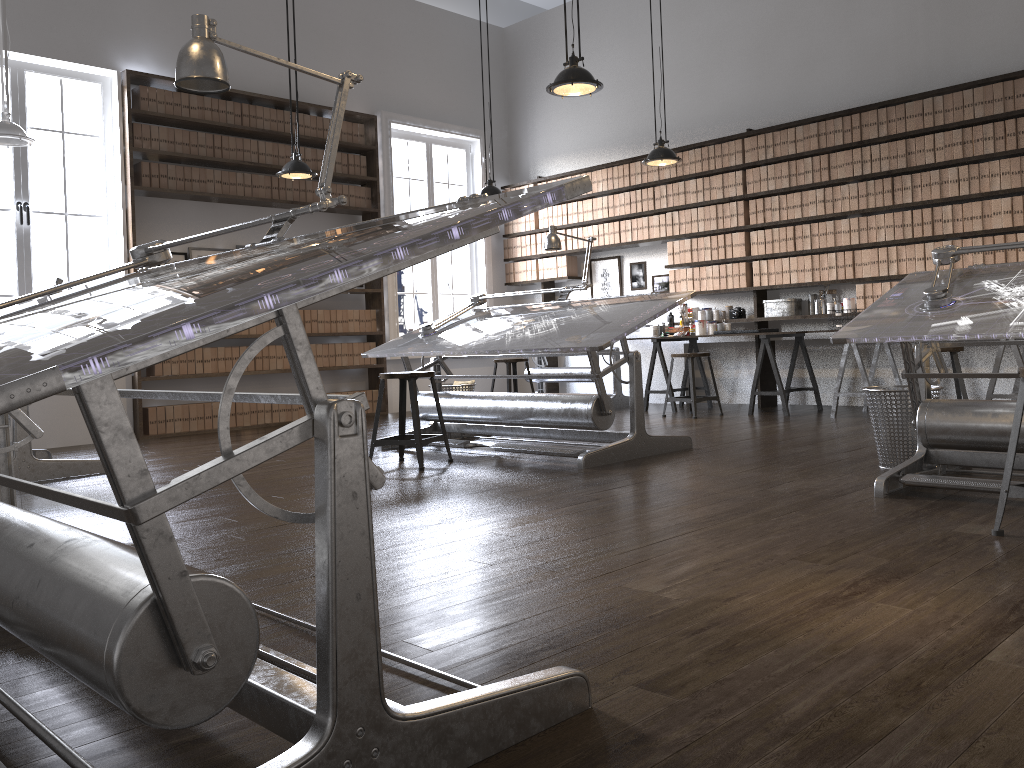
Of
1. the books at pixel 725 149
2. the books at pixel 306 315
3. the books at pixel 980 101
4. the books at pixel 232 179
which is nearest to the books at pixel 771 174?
the books at pixel 725 149

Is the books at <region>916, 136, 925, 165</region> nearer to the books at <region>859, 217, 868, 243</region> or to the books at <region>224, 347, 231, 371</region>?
the books at <region>859, 217, 868, 243</region>

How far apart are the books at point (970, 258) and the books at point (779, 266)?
1.5 meters

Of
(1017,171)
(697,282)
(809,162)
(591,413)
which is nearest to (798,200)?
(809,162)

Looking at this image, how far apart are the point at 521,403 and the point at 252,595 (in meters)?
2.84

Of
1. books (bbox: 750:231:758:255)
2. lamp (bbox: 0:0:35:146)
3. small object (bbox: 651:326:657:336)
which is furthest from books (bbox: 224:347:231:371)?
books (bbox: 750:231:758:255)

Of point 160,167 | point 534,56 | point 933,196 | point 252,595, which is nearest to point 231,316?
point 252,595

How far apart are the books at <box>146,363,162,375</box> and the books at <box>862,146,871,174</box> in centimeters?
595cm

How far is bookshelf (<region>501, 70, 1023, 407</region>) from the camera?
6.3m

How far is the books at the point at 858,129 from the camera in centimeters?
702cm
